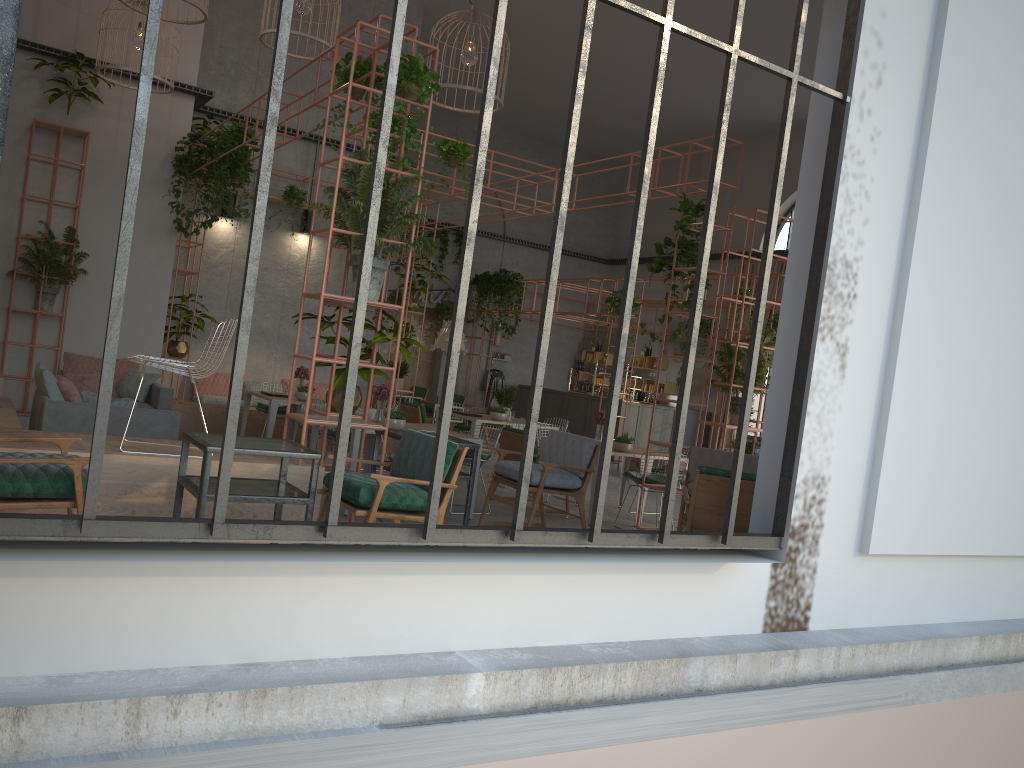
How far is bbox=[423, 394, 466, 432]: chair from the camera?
17.7m

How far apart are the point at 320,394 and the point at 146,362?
8.3m

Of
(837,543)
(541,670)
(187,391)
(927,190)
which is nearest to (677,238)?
(927,190)

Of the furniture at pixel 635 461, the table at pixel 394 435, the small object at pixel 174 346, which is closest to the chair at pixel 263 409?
the small object at pixel 174 346

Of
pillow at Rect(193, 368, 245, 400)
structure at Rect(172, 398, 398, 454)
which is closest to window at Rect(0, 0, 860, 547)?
structure at Rect(172, 398, 398, 454)

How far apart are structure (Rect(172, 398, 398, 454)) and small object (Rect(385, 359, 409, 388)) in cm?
107

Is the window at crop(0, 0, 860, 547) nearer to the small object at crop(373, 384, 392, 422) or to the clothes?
the small object at crop(373, 384, 392, 422)

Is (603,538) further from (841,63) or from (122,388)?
(122,388)

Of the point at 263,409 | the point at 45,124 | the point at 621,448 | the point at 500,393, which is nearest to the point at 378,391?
the point at 621,448

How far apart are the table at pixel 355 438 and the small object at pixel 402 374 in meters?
4.5 m
